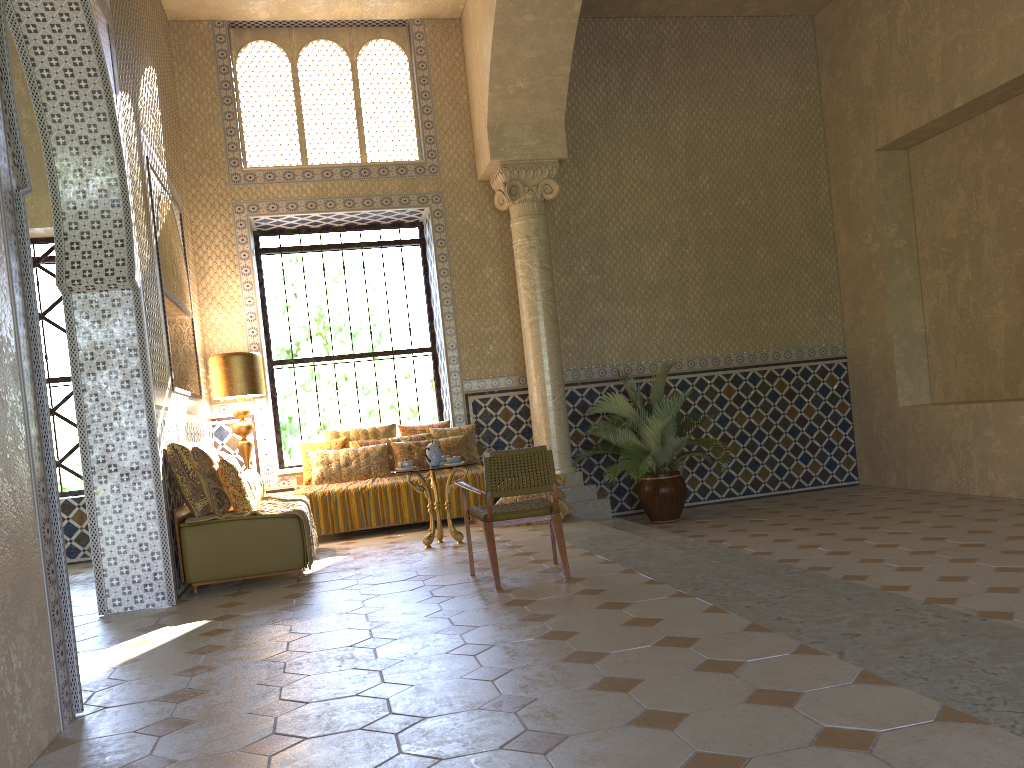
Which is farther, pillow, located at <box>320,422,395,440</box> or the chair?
pillow, located at <box>320,422,395,440</box>

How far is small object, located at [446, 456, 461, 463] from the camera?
10.64m

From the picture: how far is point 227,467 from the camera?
9.2 meters

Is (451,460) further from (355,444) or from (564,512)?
(355,444)

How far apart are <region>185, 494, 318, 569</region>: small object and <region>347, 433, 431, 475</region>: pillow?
2.1m

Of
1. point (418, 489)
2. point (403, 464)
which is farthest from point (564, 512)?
point (403, 464)

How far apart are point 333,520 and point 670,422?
5.0m

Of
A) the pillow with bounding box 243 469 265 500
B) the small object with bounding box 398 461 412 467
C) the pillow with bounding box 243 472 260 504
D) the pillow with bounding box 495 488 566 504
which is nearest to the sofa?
the pillow with bounding box 243 472 260 504

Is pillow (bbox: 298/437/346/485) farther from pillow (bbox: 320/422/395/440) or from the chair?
the chair

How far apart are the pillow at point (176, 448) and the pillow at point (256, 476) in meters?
1.5
